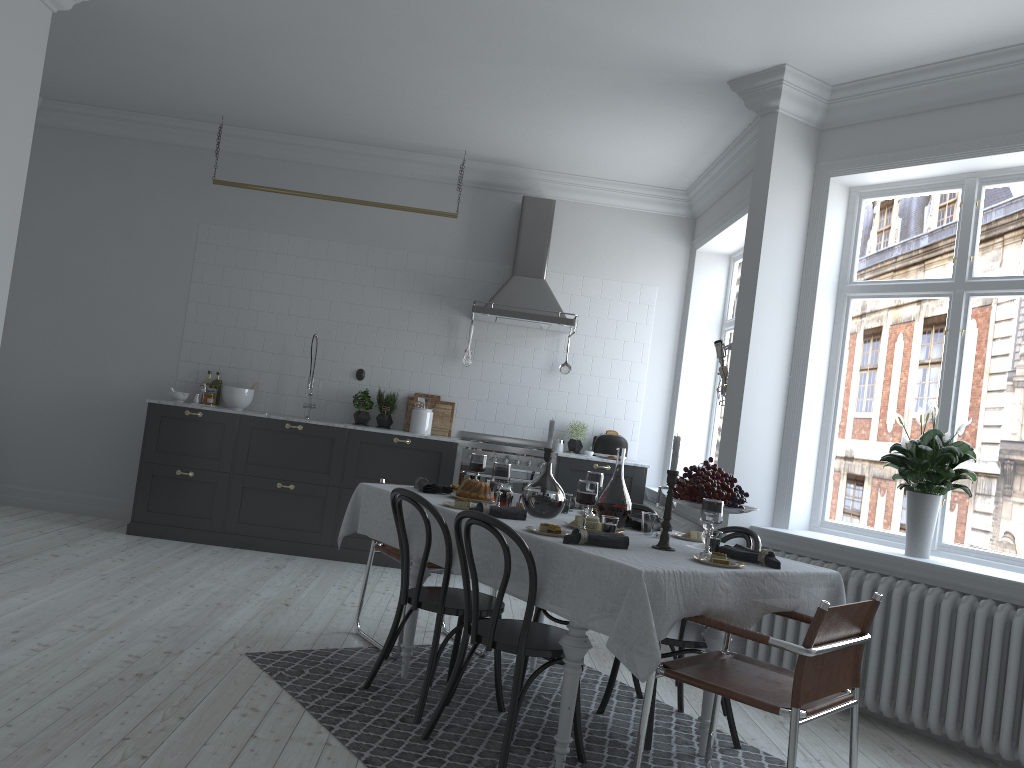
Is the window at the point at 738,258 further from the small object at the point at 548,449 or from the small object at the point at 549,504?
the small object at the point at 549,504

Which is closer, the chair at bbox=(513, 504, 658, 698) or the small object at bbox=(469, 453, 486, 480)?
the chair at bbox=(513, 504, 658, 698)

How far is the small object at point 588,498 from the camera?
3.38m

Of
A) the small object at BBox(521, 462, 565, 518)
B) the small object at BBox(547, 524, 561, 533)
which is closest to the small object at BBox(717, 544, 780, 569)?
the small object at BBox(547, 524, 561, 533)

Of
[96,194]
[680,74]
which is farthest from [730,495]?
[96,194]

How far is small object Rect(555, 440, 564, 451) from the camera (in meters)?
7.35

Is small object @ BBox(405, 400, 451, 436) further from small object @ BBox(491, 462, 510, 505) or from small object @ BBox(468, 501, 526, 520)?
small object @ BBox(468, 501, 526, 520)

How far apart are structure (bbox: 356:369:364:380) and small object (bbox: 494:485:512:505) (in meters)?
3.56

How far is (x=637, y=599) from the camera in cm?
274

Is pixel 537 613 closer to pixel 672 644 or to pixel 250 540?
pixel 672 644
